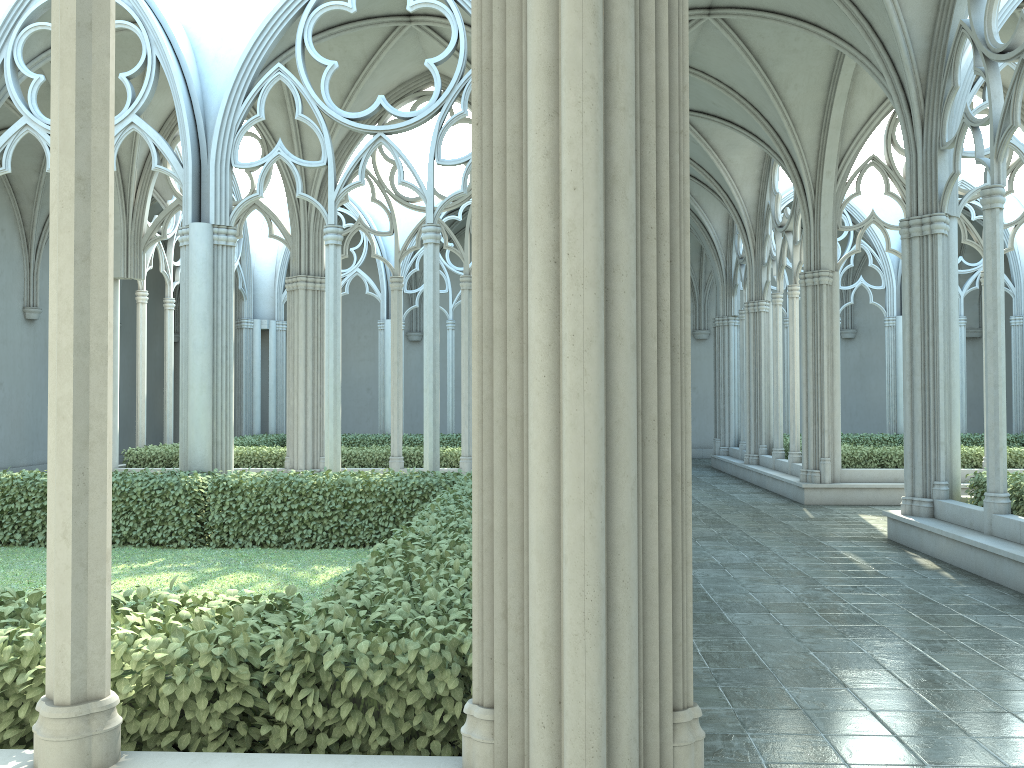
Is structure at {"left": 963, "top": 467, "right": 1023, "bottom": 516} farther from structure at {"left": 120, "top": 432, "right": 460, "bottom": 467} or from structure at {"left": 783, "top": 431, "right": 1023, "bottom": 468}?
structure at {"left": 120, "top": 432, "right": 460, "bottom": 467}

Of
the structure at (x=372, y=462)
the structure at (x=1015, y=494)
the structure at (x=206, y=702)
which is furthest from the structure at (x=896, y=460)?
the structure at (x=206, y=702)

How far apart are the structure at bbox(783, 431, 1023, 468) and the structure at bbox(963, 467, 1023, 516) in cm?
517

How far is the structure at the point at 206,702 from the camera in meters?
3.2

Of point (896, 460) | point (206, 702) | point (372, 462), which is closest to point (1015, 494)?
point (896, 460)

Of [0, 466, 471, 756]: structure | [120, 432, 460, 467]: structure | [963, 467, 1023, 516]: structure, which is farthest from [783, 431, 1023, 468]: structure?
[0, 466, 471, 756]: structure

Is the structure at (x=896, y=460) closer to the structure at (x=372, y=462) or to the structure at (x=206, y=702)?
the structure at (x=372, y=462)

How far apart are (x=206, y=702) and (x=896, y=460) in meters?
15.0

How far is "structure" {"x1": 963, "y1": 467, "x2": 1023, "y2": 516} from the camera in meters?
9.6 m

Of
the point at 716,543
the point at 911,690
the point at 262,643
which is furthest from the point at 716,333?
the point at 262,643
